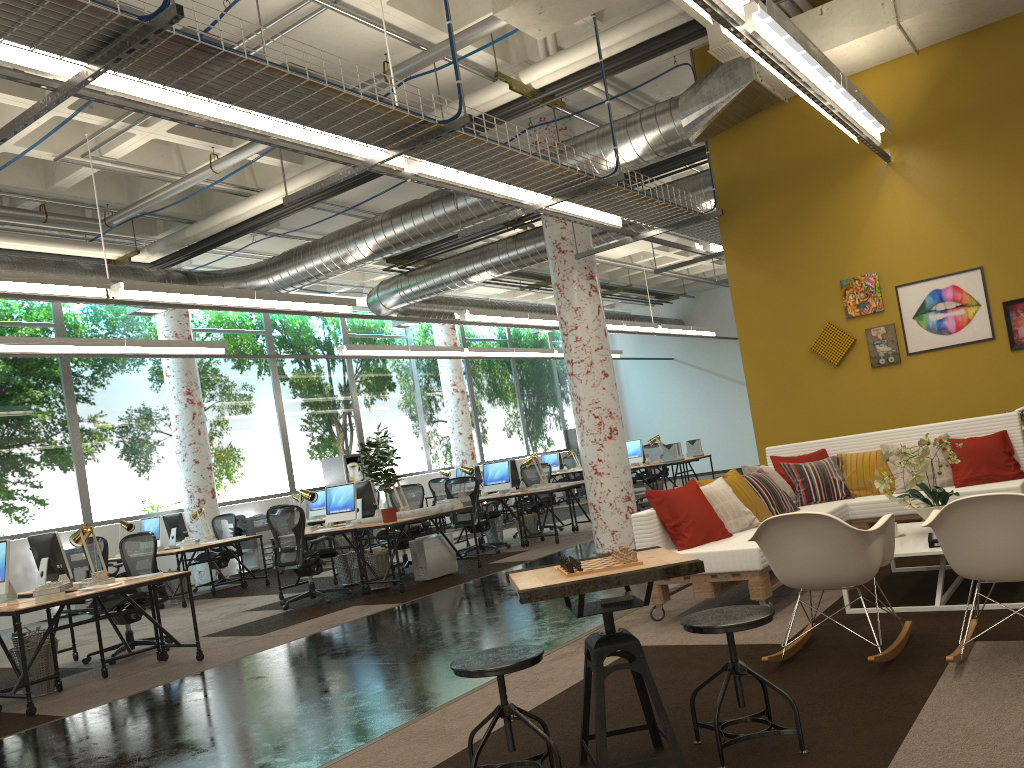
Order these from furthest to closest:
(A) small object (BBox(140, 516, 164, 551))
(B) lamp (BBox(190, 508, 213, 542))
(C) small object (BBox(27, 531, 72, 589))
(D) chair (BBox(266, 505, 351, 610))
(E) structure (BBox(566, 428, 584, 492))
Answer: (E) structure (BBox(566, 428, 584, 492)) → (B) lamp (BBox(190, 508, 213, 542)) → (A) small object (BBox(140, 516, 164, 551)) → (D) chair (BBox(266, 505, 351, 610)) → (C) small object (BBox(27, 531, 72, 589))

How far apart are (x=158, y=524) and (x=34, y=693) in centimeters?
562cm

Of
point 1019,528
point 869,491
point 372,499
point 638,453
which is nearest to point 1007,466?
point 869,491

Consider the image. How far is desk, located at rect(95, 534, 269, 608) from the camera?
11.2 meters

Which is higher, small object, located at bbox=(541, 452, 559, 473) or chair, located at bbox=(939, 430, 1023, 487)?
small object, located at bbox=(541, 452, 559, 473)

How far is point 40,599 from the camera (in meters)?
6.24

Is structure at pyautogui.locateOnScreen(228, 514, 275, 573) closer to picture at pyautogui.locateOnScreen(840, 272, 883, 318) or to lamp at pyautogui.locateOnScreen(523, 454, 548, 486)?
lamp at pyautogui.locateOnScreen(523, 454, 548, 486)

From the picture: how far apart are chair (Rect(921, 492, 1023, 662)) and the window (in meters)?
12.36

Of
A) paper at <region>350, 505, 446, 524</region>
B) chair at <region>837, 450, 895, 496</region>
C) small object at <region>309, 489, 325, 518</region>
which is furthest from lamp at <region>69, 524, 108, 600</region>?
small object at <region>309, 489, 325, 518</region>

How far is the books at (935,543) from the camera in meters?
4.9 m
